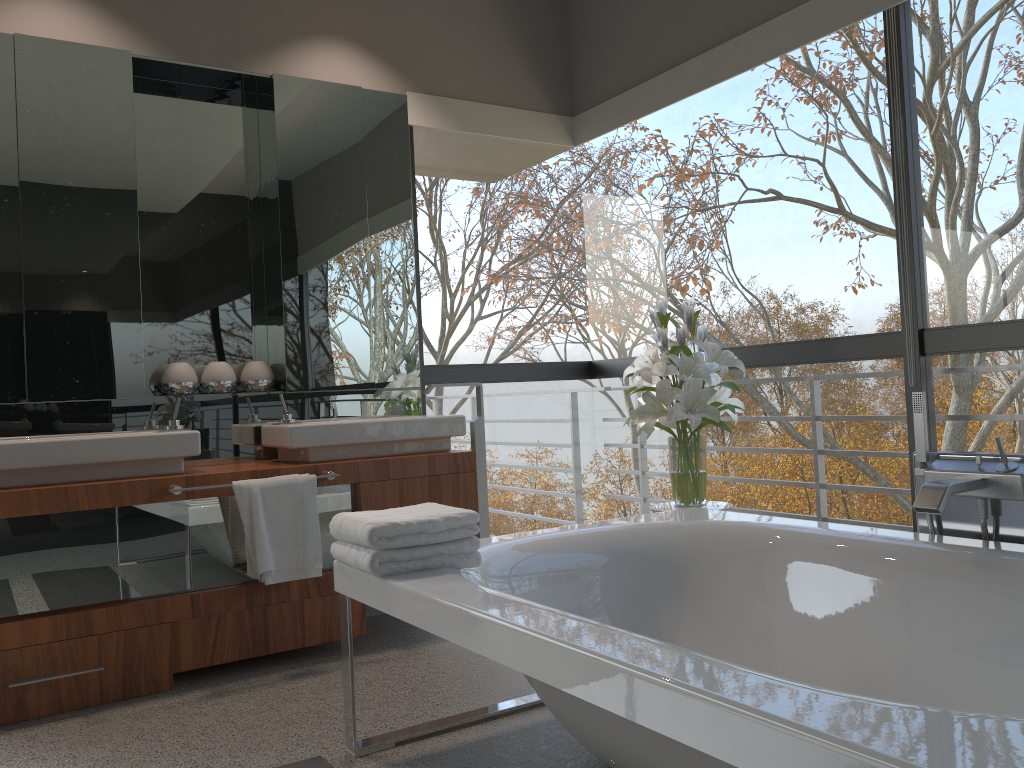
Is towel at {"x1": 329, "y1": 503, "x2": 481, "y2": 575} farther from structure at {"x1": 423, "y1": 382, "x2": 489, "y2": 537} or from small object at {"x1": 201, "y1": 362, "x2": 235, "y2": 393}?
small object at {"x1": 201, "y1": 362, "x2": 235, "y2": 393}

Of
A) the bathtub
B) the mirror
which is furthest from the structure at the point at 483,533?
the bathtub

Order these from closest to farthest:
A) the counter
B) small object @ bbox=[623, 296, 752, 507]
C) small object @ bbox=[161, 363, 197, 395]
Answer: the counter, small object @ bbox=[623, 296, 752, 507], small object @ bbox=[161, 363, 197, 395]

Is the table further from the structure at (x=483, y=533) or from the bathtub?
the structure at (x=483, y=533)

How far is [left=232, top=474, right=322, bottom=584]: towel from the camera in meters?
3.0

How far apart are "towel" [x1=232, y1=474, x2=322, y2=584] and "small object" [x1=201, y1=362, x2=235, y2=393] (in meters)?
0.67

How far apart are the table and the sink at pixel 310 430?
0.8m

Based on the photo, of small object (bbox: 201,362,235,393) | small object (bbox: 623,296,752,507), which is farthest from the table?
small object (bbox: 201,362,235,393)

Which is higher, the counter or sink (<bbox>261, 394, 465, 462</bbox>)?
sink (<bbox>261, 394, 465, 462</bbox>)

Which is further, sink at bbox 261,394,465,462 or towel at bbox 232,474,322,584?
sink at bbox 261,394,465,462
